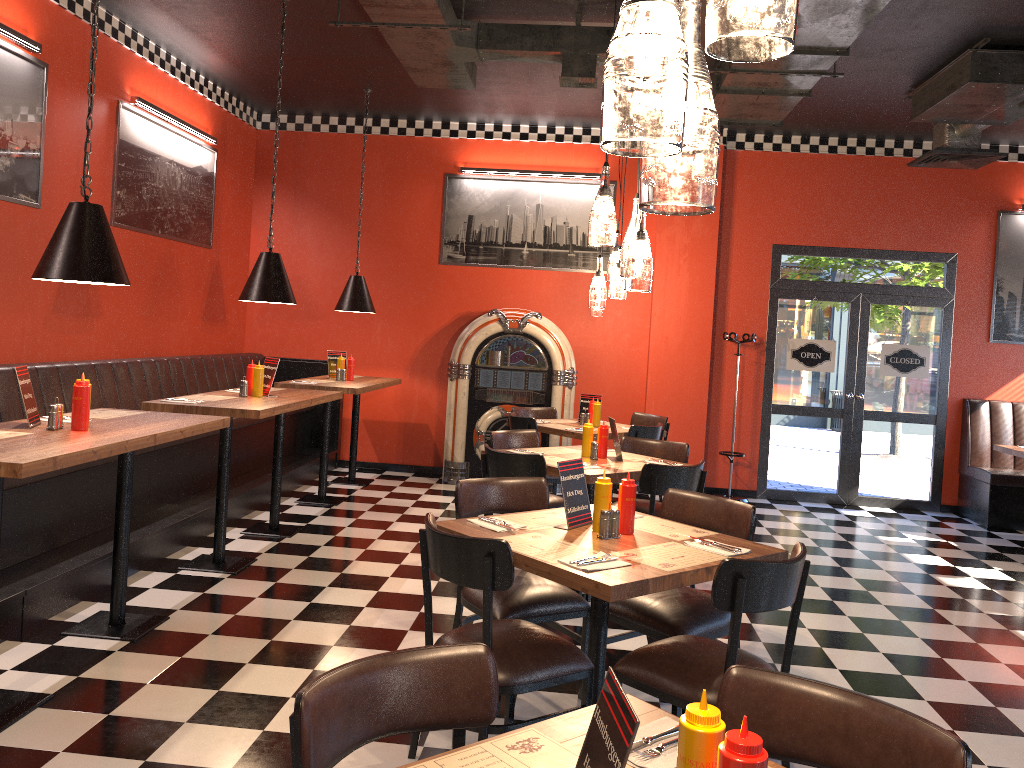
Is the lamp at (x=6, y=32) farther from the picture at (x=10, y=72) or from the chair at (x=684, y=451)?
the chair at (x=684, y=451)

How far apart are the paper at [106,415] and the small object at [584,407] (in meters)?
4.16

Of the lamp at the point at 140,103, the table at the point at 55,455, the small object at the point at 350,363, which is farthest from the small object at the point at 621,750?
the small object at the point at 350,363

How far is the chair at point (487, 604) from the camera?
2.8m

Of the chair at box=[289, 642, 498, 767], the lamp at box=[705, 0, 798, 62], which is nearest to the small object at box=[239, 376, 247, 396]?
the chair at box=[289, 642, 498, 767]

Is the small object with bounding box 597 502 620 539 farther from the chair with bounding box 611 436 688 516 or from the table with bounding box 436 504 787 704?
the chair with bounding box 611 436 688 516

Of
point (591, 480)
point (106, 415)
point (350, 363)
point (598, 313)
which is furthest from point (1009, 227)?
point (106, 415)

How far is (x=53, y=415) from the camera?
3.7m

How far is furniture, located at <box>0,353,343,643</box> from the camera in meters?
4.4 m

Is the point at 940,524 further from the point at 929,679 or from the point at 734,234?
the point at 929,679
